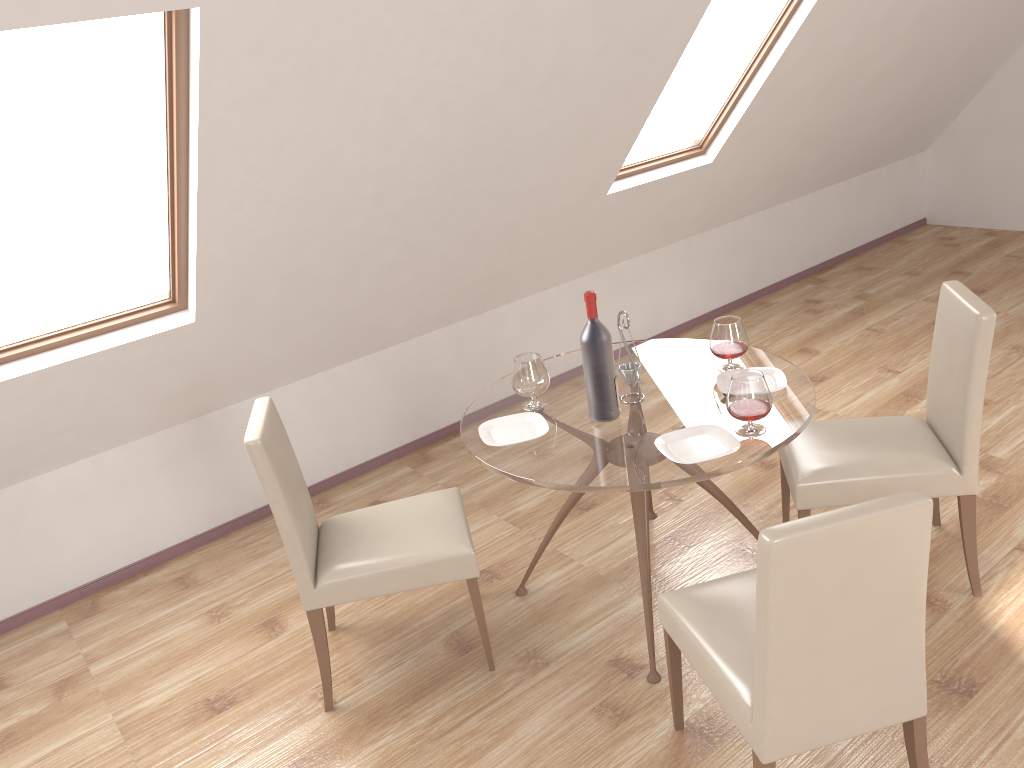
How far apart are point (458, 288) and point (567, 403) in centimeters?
153cm

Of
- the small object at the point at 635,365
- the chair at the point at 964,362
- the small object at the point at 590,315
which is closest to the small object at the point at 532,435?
the small object at the point at 590,315

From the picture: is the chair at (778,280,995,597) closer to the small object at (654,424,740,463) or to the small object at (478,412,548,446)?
the small object at (654,424,740,463)

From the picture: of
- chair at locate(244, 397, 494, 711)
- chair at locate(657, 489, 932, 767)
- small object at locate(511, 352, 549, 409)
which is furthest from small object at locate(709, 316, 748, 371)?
chair at locate(244, 397, 494, 711)

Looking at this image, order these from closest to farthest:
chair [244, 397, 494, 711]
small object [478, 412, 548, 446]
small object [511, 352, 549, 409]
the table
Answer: the table
chair [244, 397, 494, 711]
small object [478, 412, 548, 446]
small object [511, 352, 549, 409]

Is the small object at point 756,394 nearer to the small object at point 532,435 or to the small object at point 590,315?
the small object at point 590,315

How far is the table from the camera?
2.57m

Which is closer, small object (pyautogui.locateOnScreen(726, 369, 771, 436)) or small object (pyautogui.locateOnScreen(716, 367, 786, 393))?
small object (pyautogui.locateOnScreen(726, 369, 771, 436))

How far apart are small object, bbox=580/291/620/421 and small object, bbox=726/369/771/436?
0.4 meters

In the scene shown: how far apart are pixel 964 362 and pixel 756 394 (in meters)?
0.74
